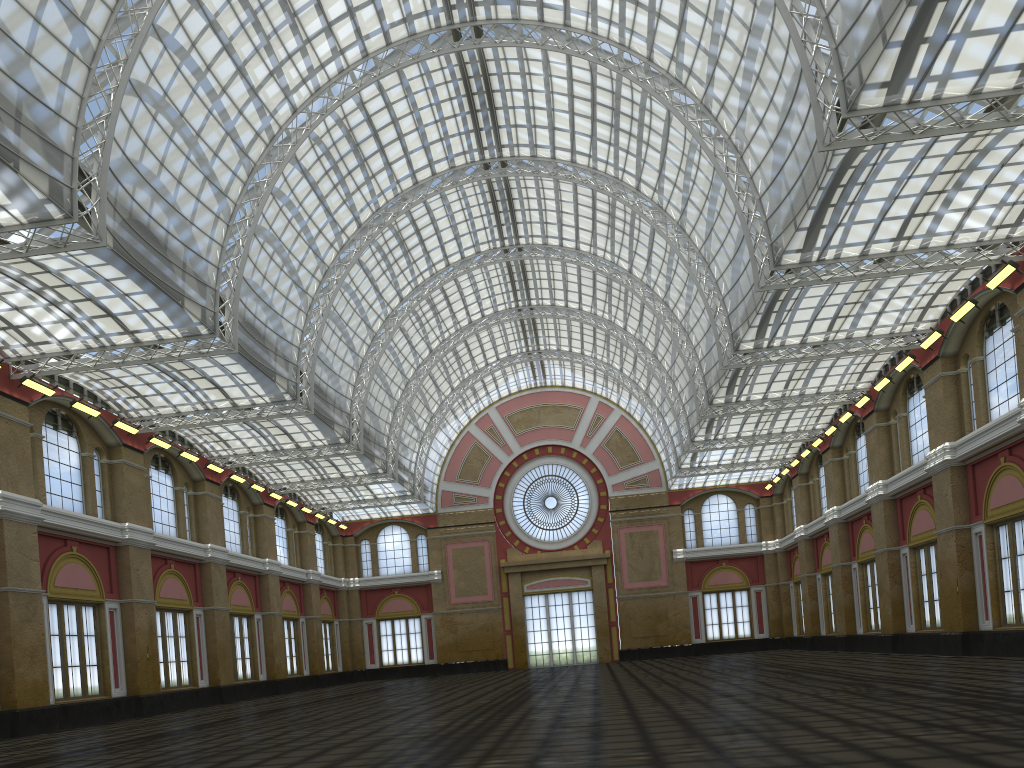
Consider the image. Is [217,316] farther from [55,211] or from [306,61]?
[306,61]
